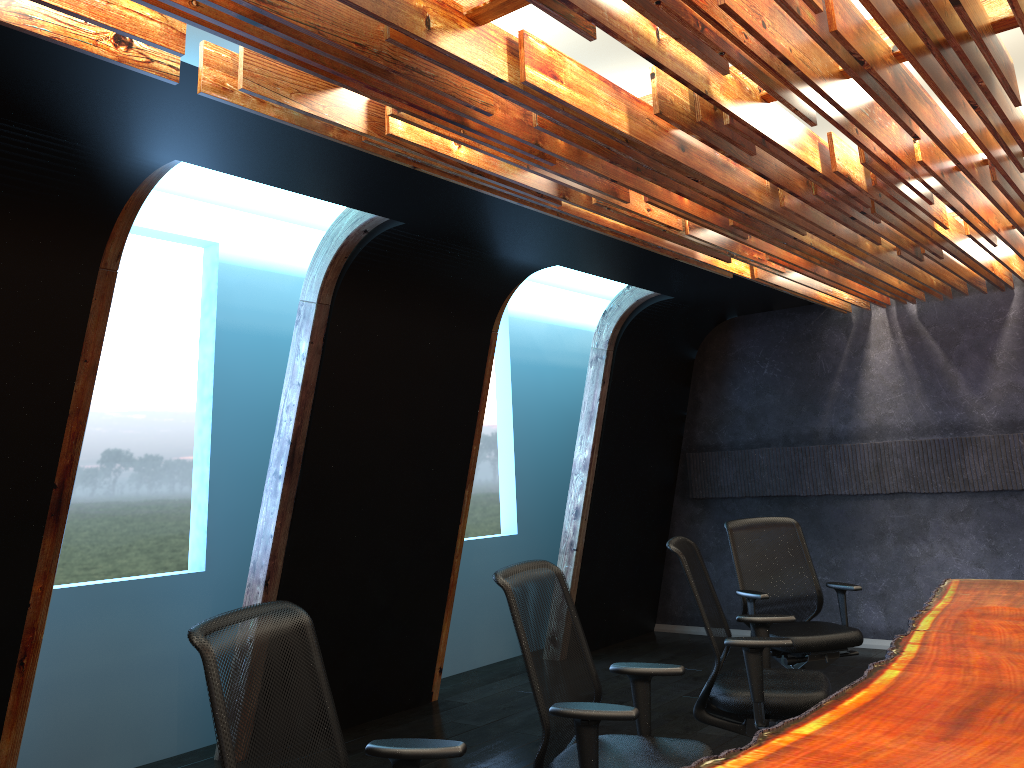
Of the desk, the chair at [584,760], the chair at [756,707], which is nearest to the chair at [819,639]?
the desk

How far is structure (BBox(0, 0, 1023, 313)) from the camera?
2.69m

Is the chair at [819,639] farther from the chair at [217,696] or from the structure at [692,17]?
the chair at [217,696]

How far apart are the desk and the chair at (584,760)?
0.47m

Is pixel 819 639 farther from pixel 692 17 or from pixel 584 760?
pixel 692 17

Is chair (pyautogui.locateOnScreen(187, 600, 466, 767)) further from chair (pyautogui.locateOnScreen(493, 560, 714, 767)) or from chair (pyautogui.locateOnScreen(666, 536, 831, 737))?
chair (pyautogui.locateOnScreen(666, 536, 831, 737))

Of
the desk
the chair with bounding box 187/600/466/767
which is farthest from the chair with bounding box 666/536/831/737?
the chair with bounding box 187/600/466/767

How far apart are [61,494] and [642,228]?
3.4 meters

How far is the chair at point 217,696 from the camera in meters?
2.2 m

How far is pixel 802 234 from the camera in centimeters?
529cm
